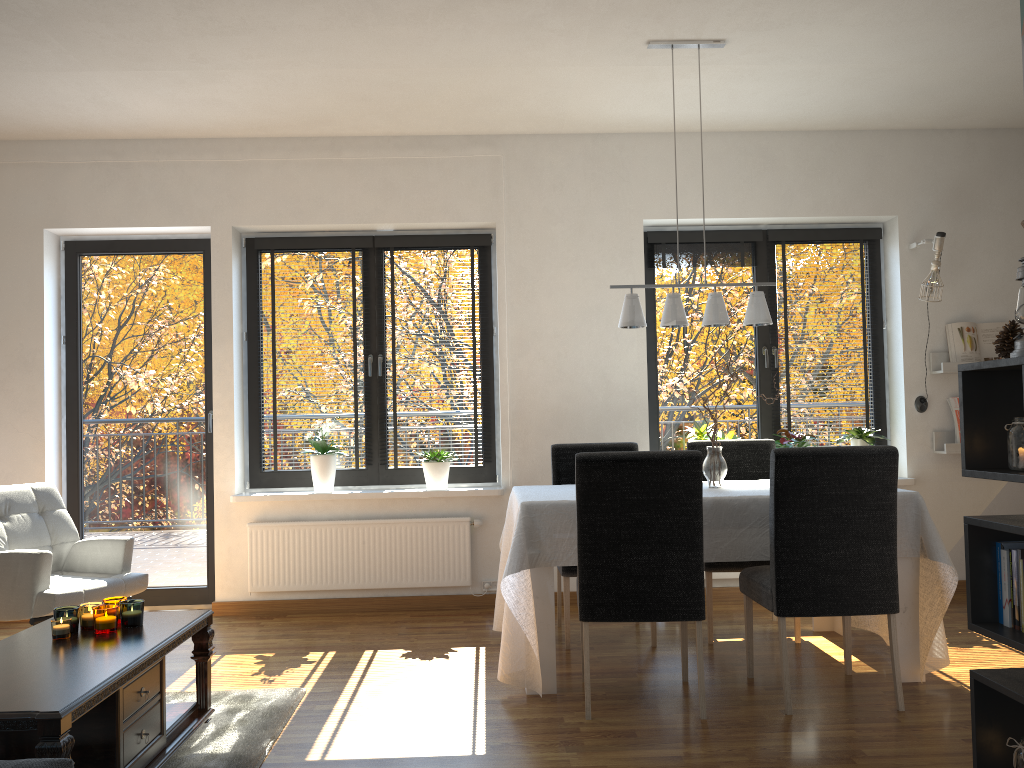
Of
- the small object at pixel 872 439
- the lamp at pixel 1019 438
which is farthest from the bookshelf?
the small object at pixel 872 439

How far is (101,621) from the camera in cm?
286

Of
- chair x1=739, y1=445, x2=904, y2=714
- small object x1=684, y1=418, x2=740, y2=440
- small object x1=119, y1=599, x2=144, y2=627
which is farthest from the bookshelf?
small object x1=684, y1=418, x2=740, y2=440

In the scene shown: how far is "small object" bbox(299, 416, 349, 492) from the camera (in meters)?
5.13

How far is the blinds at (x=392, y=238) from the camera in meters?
5.4

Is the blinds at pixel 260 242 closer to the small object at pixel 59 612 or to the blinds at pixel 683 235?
the blinds at pixel 683 235

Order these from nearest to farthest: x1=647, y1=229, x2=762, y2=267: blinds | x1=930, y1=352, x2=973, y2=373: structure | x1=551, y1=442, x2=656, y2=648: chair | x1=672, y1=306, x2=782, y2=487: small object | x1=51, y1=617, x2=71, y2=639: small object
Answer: x1=51, y1=617, x2=71, y2=639: small object, x1=672, y1=306, x2=782, y2=487: small object, x1=551, y1=442, x2=656, y2=648: chair, x1=930, y1=352, x2=973, y2=373: structure, x1=647, y1=229, x2=762, y2=267: blinds

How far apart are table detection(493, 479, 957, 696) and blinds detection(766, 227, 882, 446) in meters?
1.9 m

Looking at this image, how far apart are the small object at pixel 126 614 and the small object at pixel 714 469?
2.4 meters

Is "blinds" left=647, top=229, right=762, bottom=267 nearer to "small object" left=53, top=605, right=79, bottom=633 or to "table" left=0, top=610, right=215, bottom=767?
"table" left=0, top=610, right=215, bottom=767
